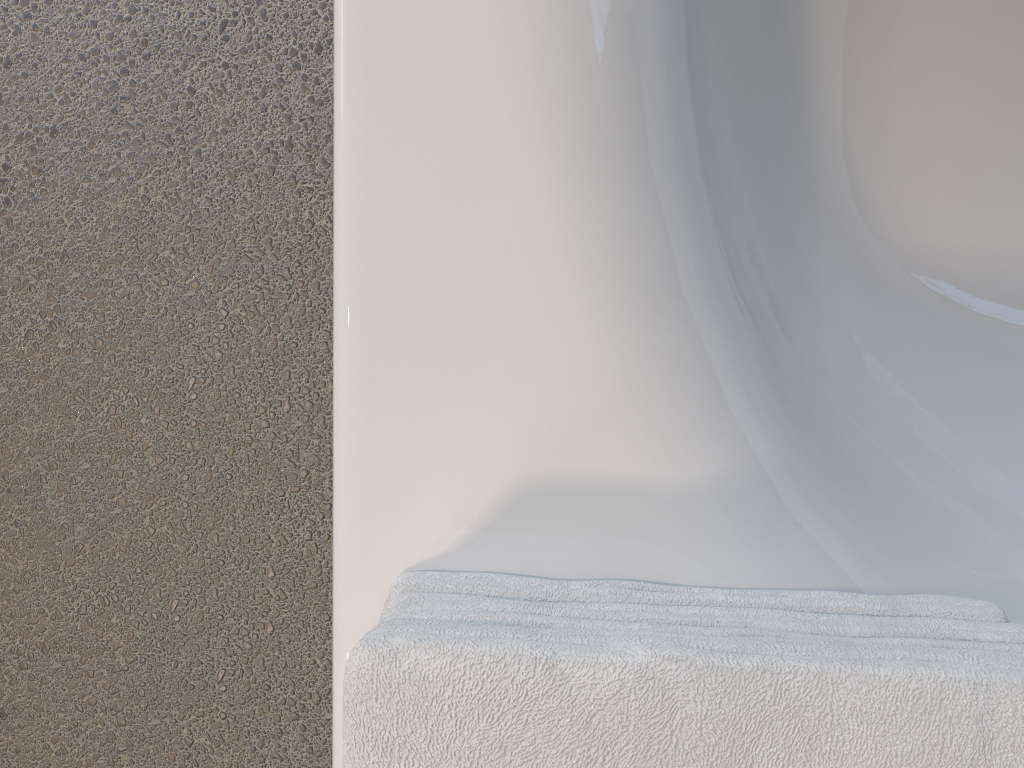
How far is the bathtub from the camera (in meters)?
0.46

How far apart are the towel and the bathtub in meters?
0.0

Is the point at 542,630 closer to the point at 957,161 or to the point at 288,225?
the point at 288,225

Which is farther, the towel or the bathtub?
the bathtub

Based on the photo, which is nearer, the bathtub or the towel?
the towel

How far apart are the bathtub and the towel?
0.0m

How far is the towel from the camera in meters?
0.3

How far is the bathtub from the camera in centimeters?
46cm
